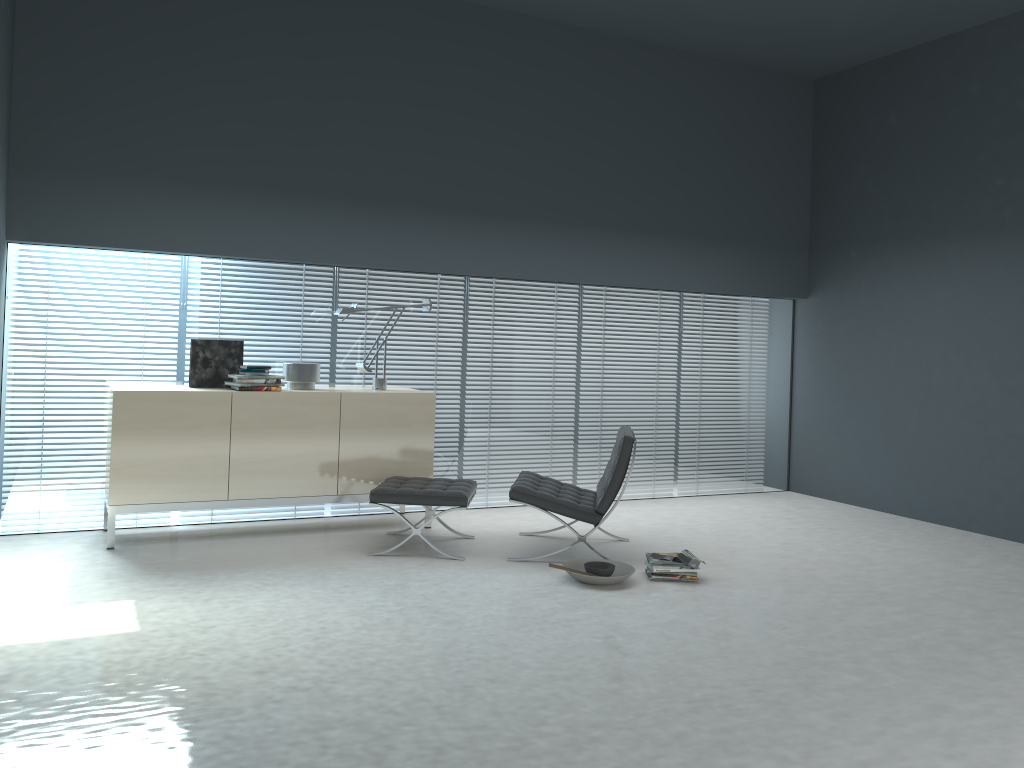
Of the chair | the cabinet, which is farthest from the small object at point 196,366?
the chair

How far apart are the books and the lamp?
2.2m

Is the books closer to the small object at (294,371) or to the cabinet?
the cabinet

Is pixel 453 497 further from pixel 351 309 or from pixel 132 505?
pixel 132 505

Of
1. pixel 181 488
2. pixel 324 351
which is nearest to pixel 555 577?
pixel 181 488

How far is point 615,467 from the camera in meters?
5.0

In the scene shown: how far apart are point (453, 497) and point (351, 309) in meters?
1.5 m

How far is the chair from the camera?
5.0m

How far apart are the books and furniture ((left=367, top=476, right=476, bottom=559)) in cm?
109

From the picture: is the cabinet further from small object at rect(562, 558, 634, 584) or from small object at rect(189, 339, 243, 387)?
small object at rect(562, 558, 634, 584)
